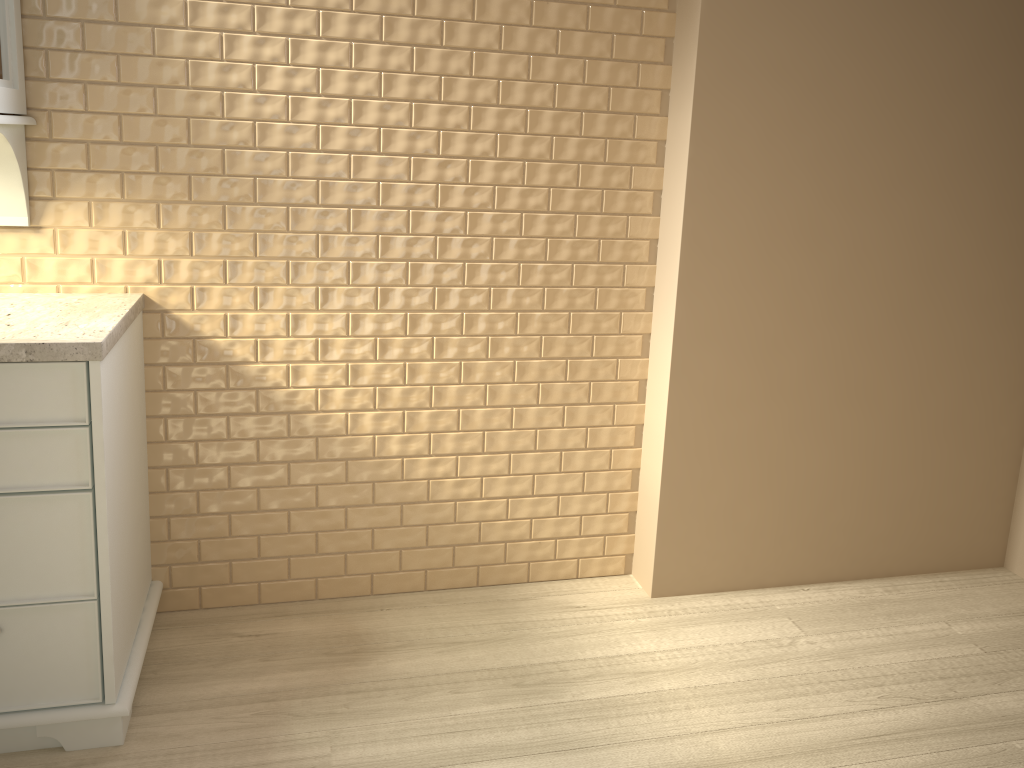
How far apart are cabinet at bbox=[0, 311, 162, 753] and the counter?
0.0 meters

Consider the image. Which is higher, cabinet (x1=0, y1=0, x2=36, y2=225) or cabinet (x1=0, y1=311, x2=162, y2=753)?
cabinet (x1=0, y1=0, x2=36, y2=225)

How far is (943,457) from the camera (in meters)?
2.58

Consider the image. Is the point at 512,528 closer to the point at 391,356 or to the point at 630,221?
the point at 391,356

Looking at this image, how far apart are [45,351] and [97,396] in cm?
12

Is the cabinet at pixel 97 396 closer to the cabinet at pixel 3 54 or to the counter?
the counter

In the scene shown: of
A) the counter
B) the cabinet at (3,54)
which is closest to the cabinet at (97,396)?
the counter

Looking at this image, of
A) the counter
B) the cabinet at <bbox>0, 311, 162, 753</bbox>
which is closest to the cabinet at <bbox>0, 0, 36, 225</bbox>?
the counter

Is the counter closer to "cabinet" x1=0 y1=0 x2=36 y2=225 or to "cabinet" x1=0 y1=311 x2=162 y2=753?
"cabinet" x1=0 y1=311 x2=162 y2=753

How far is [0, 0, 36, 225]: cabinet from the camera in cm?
179
